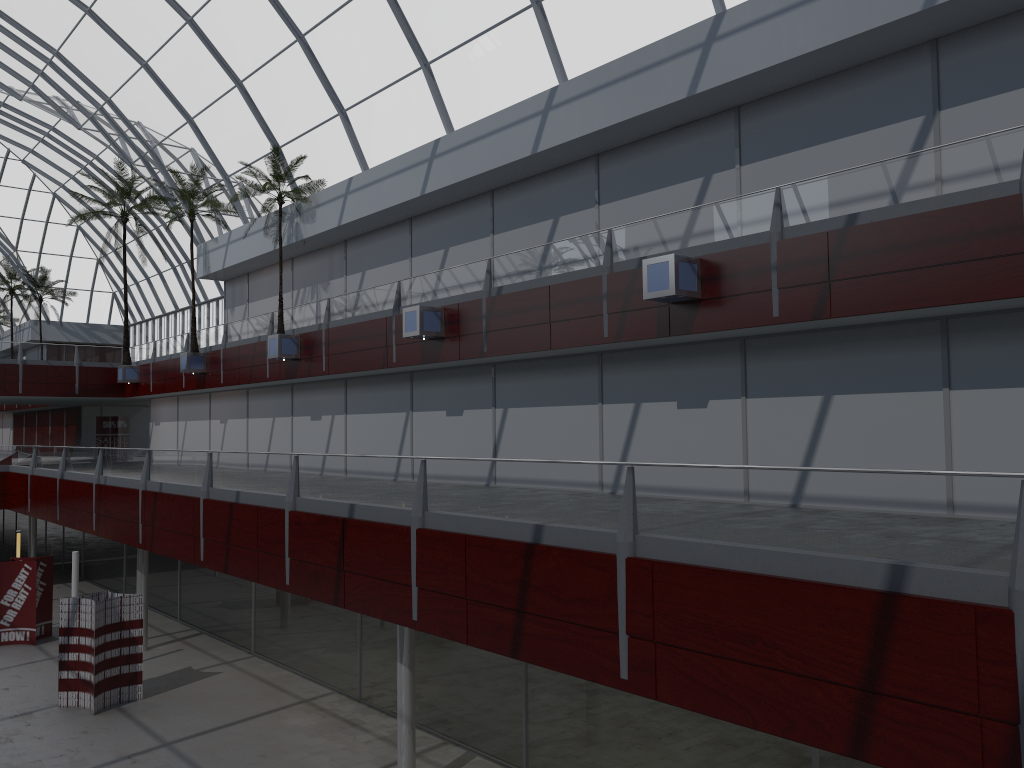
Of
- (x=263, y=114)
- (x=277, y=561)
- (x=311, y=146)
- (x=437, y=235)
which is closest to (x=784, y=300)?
(x=277, y=561)

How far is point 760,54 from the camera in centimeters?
2048cm
